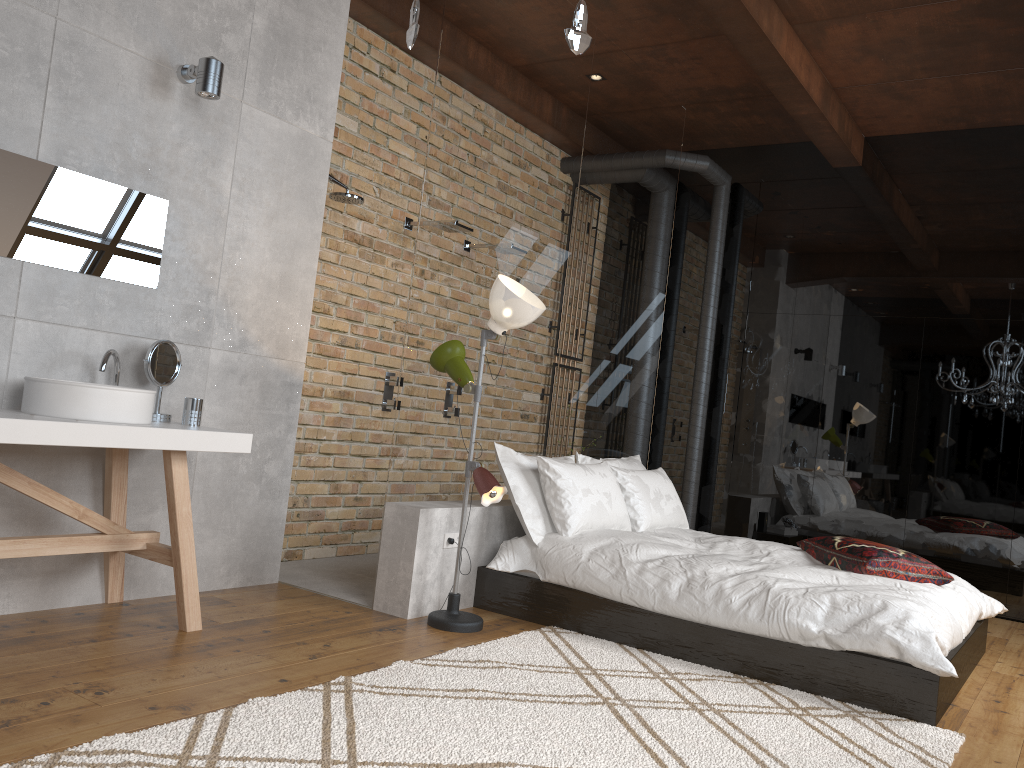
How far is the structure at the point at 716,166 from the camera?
6.8 meters

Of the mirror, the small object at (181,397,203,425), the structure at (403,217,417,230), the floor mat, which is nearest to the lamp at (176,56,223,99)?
the mirror

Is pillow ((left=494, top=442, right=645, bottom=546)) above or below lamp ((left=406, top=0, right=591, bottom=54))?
below

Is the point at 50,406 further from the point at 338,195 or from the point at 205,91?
the point at 338,195

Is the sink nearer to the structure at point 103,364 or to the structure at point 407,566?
the structure at point 103,364

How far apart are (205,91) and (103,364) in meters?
1.2

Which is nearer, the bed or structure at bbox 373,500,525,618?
the bed

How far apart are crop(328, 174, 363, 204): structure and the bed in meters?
2.0

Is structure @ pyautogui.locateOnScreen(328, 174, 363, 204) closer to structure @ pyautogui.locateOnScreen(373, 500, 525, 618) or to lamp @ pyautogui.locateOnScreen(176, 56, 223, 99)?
lamp @ pyautogui.locateOnScreen(176, 56, 223, 99)

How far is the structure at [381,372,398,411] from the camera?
5.6m
